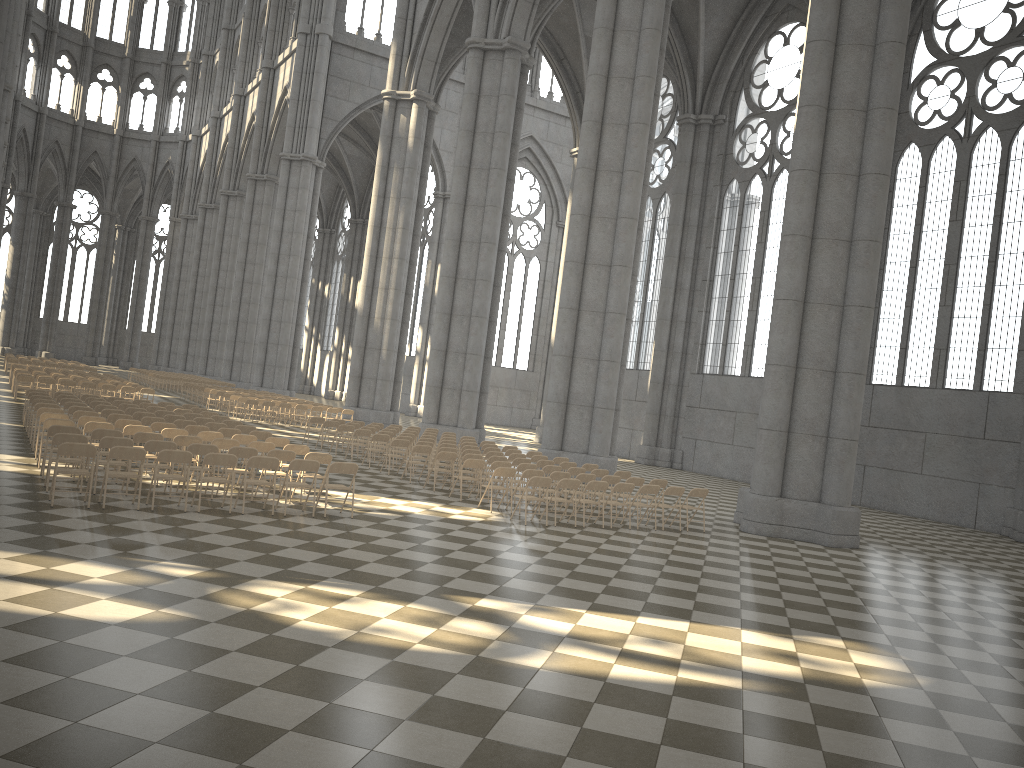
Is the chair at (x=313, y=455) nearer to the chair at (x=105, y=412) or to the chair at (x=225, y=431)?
the chair at (x=225, y=431)

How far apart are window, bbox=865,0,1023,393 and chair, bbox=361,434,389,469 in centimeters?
1628cm

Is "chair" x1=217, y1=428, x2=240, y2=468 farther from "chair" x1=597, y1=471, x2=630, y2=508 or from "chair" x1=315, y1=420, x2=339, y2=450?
"chair" x1=597, y1=471, x2=630, y2=508

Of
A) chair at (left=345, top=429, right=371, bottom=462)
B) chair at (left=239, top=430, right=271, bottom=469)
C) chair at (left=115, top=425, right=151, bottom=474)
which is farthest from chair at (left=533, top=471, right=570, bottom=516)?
chair at (left=115, top=425, right=151, bottom=474)

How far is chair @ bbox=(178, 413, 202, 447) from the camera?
19.4m

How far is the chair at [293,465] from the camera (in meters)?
12.48

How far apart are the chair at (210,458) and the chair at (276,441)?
3.7 meters

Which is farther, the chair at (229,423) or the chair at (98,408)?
the chair at (229,423)

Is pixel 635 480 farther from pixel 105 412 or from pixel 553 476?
pixel 105 412

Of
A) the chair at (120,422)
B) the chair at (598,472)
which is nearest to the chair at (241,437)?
the chair at (120,422)
